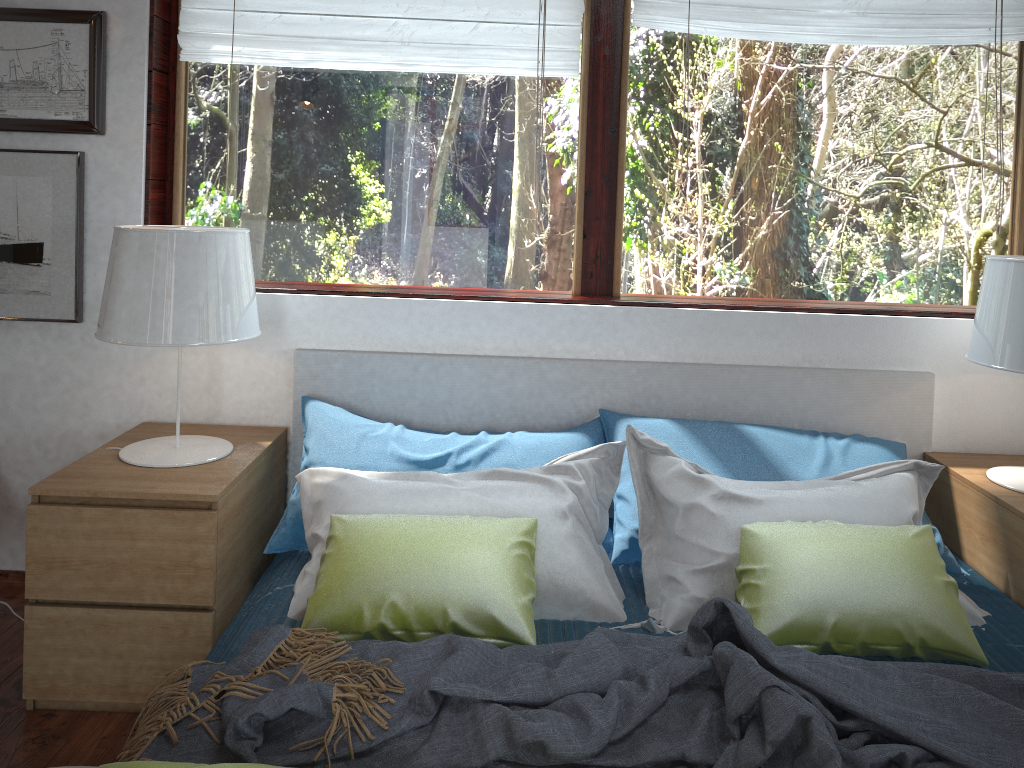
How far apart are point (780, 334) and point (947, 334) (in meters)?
0.49

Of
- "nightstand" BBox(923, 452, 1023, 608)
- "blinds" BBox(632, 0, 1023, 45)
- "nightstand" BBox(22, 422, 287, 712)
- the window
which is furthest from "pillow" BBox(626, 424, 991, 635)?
"blinds" BBox(632, 0, 1023, 45)

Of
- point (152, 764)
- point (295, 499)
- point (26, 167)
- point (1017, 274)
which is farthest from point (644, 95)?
point (152, 764)

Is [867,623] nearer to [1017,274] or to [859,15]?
[1017,274]

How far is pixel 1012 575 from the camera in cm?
216

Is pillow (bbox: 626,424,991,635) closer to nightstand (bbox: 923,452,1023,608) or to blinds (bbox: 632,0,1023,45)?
nightstand (bbox: 923,452,1023,608)

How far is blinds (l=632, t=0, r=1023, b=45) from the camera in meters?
2.5

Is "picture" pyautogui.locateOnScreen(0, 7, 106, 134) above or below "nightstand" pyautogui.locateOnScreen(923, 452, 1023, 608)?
above

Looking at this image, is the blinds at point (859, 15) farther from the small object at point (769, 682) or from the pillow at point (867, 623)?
the small object at point (769, 682)

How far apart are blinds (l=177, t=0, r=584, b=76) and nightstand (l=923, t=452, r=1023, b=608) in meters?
1.5 m
